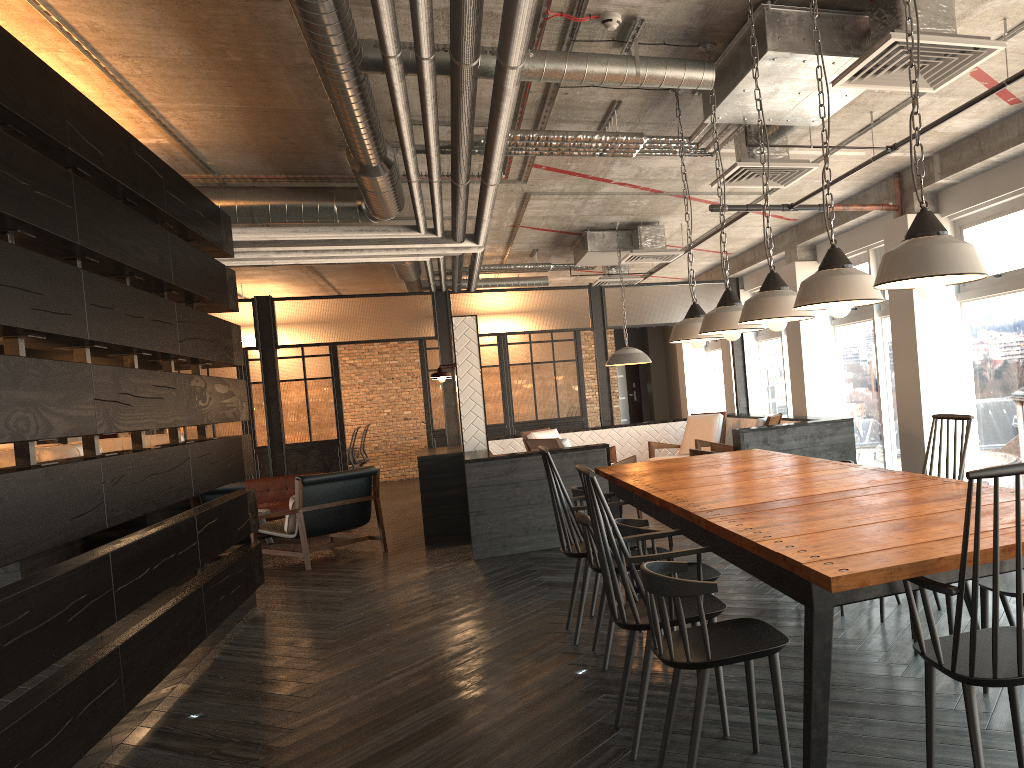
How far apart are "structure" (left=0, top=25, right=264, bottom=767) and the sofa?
3.5 meters

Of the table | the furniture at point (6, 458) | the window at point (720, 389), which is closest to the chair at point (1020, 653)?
the table

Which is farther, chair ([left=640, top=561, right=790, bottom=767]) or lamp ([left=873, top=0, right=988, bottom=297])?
chair ([left=640, top=561, right=790, bottom=767])

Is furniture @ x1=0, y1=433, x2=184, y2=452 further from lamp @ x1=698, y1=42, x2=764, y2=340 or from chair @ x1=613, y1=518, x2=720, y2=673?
lamp @ x1=698, y1=42, x2=764, y2=340

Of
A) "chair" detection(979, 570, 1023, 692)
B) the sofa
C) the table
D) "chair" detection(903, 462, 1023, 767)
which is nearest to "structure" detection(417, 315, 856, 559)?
the table

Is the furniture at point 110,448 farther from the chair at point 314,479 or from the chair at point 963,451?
the chair at point 963,451

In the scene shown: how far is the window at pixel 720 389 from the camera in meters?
14.8 m

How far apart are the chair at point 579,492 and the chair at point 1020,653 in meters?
2.7

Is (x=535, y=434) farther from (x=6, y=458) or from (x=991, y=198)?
(x=6, y=458)

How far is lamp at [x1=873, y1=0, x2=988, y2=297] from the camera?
2.3 meters
